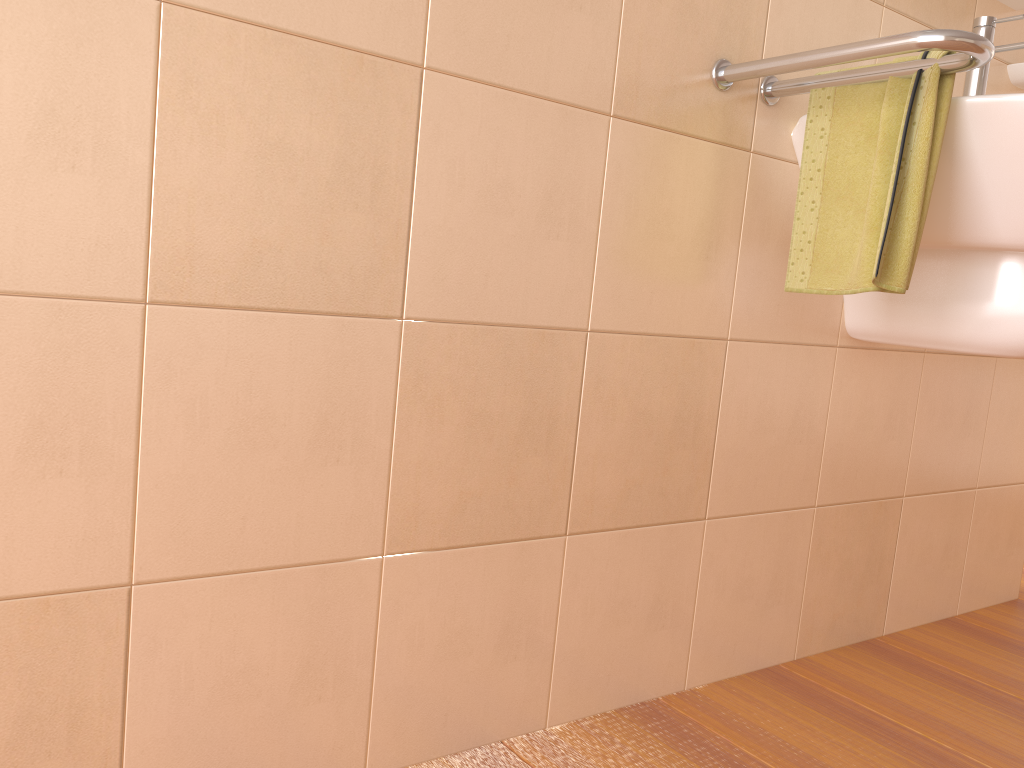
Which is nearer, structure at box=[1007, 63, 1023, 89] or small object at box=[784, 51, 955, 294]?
small object at box=[784, 51, 955, 294]

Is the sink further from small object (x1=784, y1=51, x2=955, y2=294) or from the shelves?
the shelves

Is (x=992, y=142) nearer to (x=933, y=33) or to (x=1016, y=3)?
(x=933, y=33)

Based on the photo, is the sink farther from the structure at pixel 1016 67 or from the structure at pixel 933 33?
the structure at pixel 1016 67

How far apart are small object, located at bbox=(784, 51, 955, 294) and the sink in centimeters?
3cm

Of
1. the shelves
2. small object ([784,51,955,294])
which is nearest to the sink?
small object ([784,51,955,294])

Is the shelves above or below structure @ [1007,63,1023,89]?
above

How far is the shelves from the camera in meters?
1.6

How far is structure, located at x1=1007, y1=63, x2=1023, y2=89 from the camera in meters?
1.6 m

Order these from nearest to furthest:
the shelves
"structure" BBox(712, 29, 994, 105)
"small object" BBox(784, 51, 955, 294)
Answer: "structure" BBox(712, 29, 994, 105)
"small object" BBox(784, 51, 955, 294)
the shelves
